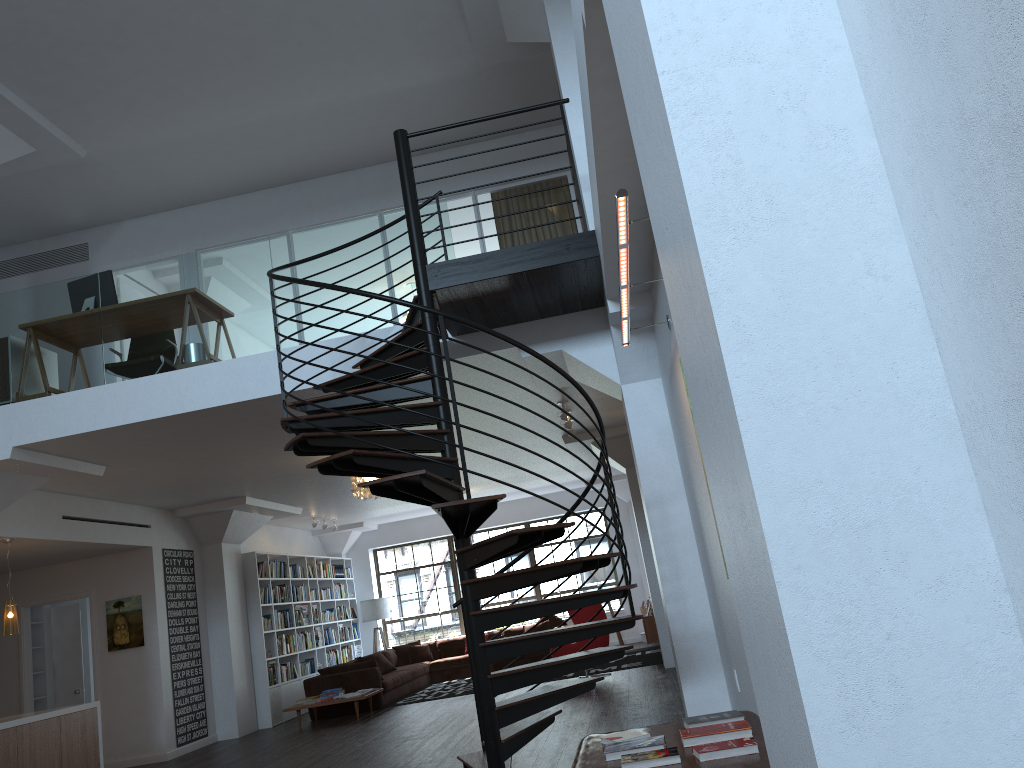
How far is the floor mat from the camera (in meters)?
12.37

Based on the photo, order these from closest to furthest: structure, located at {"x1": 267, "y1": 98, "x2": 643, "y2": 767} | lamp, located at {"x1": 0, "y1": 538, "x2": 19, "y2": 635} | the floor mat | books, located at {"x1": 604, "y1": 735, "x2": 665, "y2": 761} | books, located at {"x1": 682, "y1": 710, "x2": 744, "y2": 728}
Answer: books, located at {"x1": 604, "y1": 735, "x2": 665, "y2": 761}, books, located at {"x1": 682, "y1": 710, "x2": 744, "y2": 728}, structure, located at {"x1": 267, "y1": 98, "x2": 643, "y2": 767}, lamp, located at {"x1": 0, "y1": 538, "x2": 19, "y2": 635}, the floor mat

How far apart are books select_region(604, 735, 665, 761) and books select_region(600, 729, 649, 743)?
0.2m

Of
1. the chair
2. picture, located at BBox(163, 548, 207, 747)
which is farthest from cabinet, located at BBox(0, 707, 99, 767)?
the chair

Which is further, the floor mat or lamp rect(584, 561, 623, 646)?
lamp rect(584, 561, 623, 646)

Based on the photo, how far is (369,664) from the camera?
12.4 meters

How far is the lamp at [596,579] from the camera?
16.1 meters

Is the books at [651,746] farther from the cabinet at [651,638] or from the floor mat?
the floor mat

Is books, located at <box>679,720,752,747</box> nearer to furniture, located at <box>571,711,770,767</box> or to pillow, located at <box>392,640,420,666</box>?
furniture, located at <box>571,711,770,767</box>

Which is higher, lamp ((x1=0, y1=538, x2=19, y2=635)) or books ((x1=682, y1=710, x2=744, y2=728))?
lamp ((x1=0, y1=538, x2=19, y2=635))
